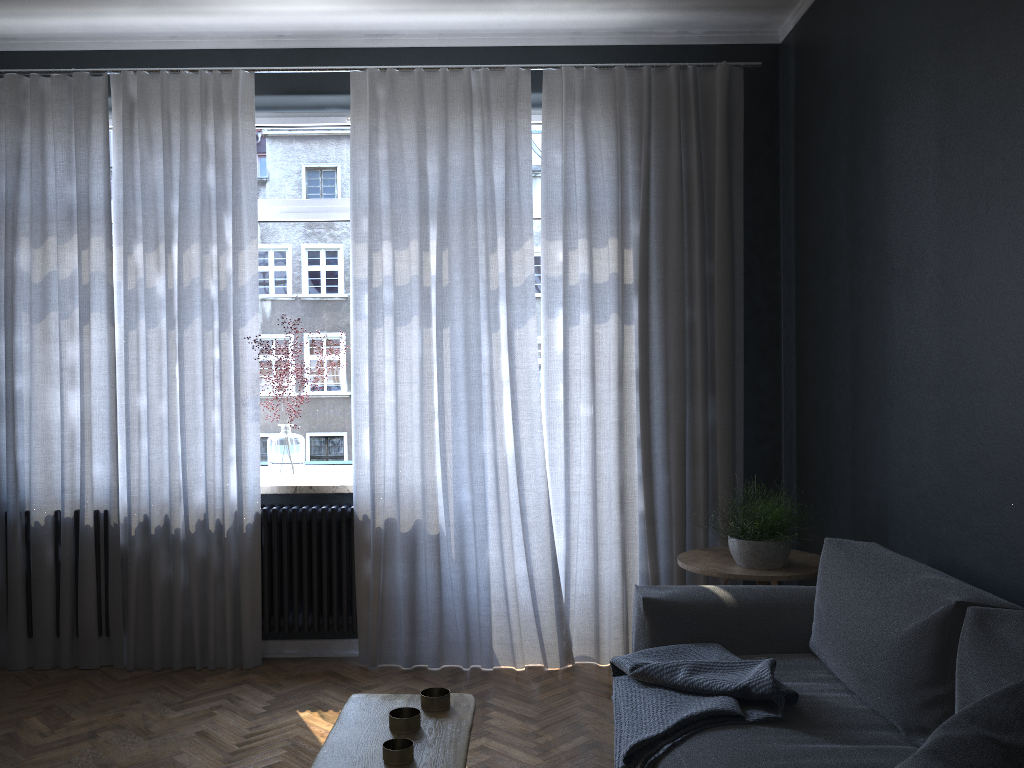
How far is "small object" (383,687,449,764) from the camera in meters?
1.8 m

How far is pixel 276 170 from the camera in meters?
4.5 m

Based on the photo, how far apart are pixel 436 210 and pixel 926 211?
2.1m

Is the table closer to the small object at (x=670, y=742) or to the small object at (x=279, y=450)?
the small object at (x=670, y=742)

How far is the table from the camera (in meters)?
1.80

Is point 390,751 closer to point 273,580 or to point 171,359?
point 273,580

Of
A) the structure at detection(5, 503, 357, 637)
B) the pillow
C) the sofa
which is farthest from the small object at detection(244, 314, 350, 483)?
the pillow

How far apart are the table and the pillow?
0.82m

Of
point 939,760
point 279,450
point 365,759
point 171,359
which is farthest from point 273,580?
point 939,760

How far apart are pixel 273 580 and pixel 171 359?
1.1 meters
